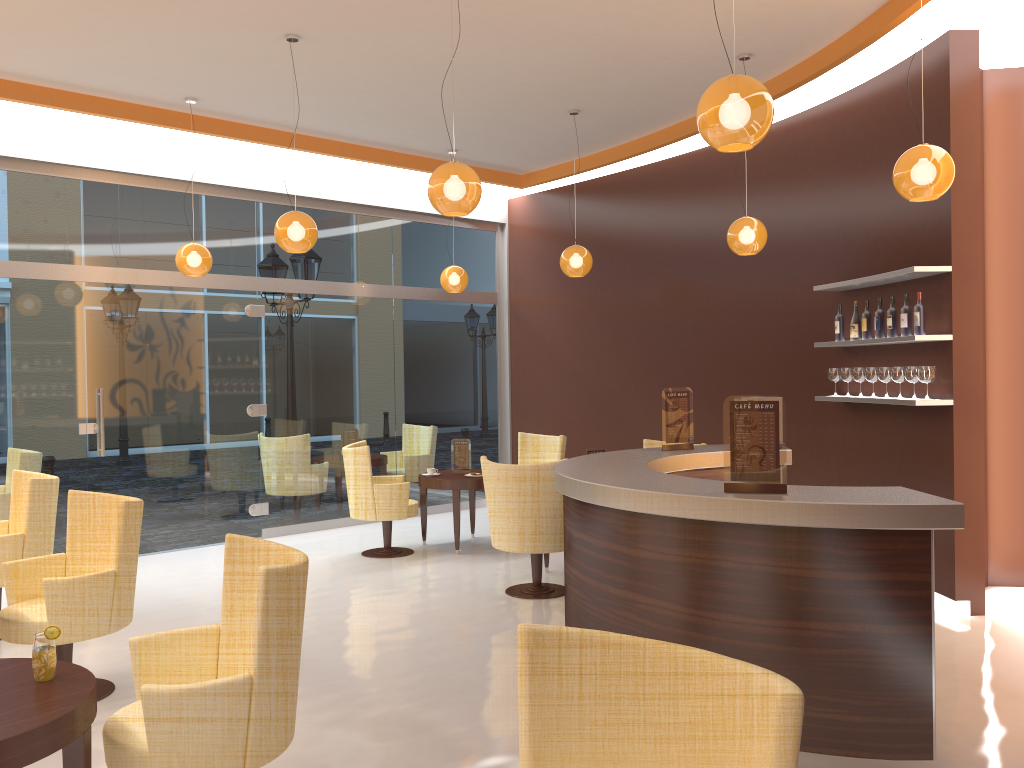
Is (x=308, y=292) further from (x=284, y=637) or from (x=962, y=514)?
(x=962, y=514)

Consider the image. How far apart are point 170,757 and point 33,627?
2.0m

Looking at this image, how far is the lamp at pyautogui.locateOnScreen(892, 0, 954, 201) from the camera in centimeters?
449cm

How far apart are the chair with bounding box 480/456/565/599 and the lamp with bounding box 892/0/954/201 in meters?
2.8 m

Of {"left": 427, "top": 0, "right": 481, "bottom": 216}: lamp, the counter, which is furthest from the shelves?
{"left": 427, "top": 0, "right": 481, "bottom": 216}: lamp

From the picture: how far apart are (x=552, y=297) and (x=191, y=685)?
8.11m

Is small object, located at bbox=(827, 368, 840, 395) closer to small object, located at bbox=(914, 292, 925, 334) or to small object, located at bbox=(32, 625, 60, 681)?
small object, located at bbox=(914, 292, 925, 334)

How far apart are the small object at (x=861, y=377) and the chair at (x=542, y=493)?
2.4 meters

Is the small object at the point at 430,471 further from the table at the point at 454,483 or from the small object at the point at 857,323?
the small object at the point at 857,323

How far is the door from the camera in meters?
8.0 m
